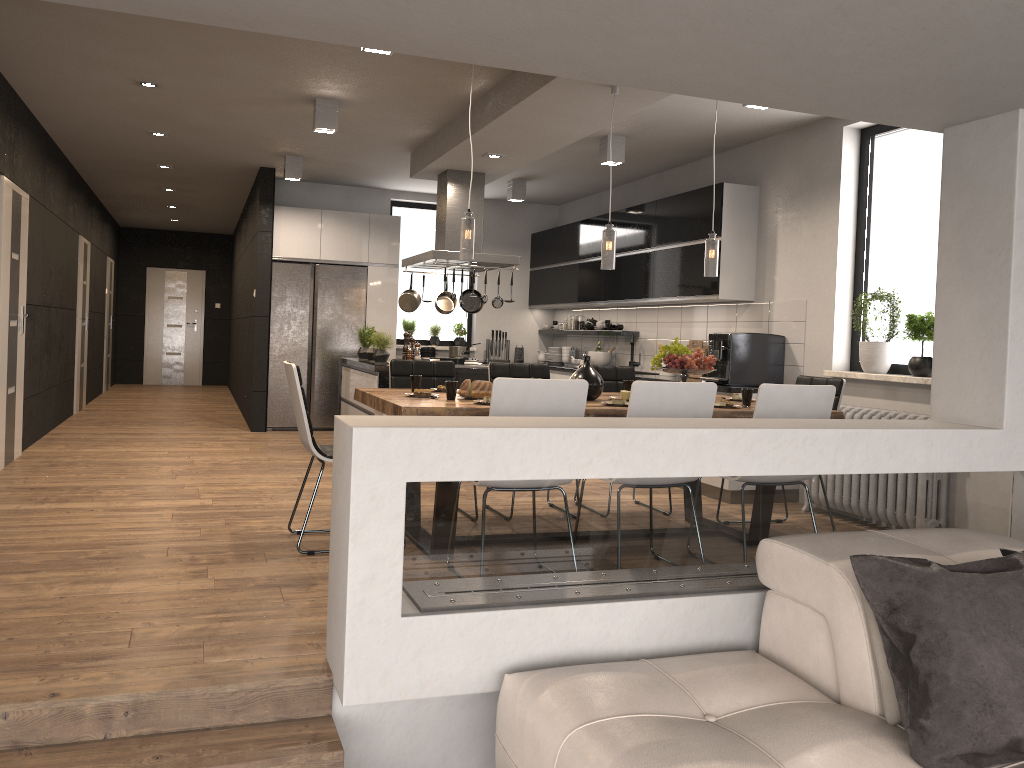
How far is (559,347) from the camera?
10.5m

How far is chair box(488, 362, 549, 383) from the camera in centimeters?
583cm

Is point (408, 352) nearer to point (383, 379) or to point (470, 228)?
point (383, 379)

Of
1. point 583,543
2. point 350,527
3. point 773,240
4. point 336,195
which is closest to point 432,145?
point 773,240

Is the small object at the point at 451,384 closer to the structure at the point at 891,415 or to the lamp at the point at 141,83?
the structure at the point at 891,415

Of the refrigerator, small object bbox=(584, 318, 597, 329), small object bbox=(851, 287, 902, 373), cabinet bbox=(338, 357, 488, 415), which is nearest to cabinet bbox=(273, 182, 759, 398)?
the refrigerator

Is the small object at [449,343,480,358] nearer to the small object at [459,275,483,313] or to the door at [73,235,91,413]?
the small object at [459,275,483,313]

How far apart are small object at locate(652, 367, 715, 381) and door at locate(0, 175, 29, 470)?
4.68m

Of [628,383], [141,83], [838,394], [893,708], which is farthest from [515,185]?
[893,708]

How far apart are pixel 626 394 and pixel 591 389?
0.26m
